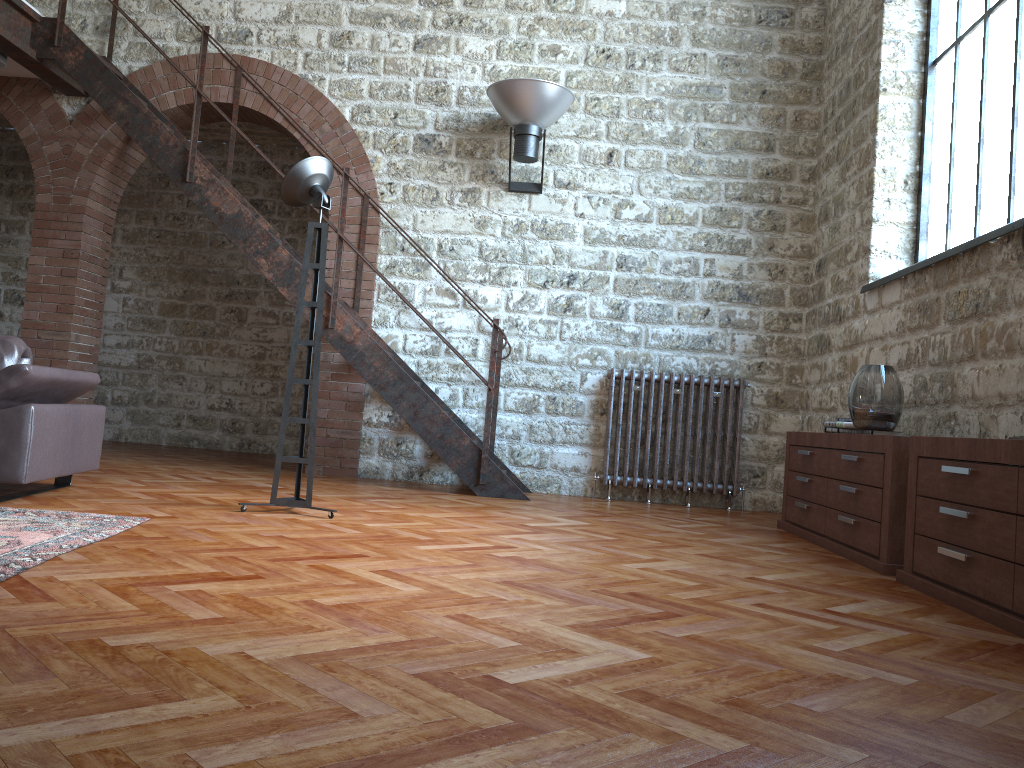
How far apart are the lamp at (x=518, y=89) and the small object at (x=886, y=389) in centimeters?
303cm

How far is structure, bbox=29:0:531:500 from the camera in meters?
6.0

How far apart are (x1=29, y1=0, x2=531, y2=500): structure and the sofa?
1.72m

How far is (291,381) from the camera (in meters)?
4.28

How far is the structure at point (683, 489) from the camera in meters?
6.5 m

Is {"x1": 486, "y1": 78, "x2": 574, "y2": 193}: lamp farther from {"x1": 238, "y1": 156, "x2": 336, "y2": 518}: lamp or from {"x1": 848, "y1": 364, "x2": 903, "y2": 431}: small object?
{"x1": 848, "y1": 364, "x2": 903, "y2": 431}: small object

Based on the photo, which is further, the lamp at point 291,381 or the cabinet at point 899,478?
the lamp at point 291,381

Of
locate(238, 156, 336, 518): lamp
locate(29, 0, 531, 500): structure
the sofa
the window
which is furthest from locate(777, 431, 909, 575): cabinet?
the sofa

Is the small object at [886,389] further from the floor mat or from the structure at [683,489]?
the floor mat

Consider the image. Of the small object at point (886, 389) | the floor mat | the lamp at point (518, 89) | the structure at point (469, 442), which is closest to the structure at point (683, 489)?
the structure at point (469, 442)
